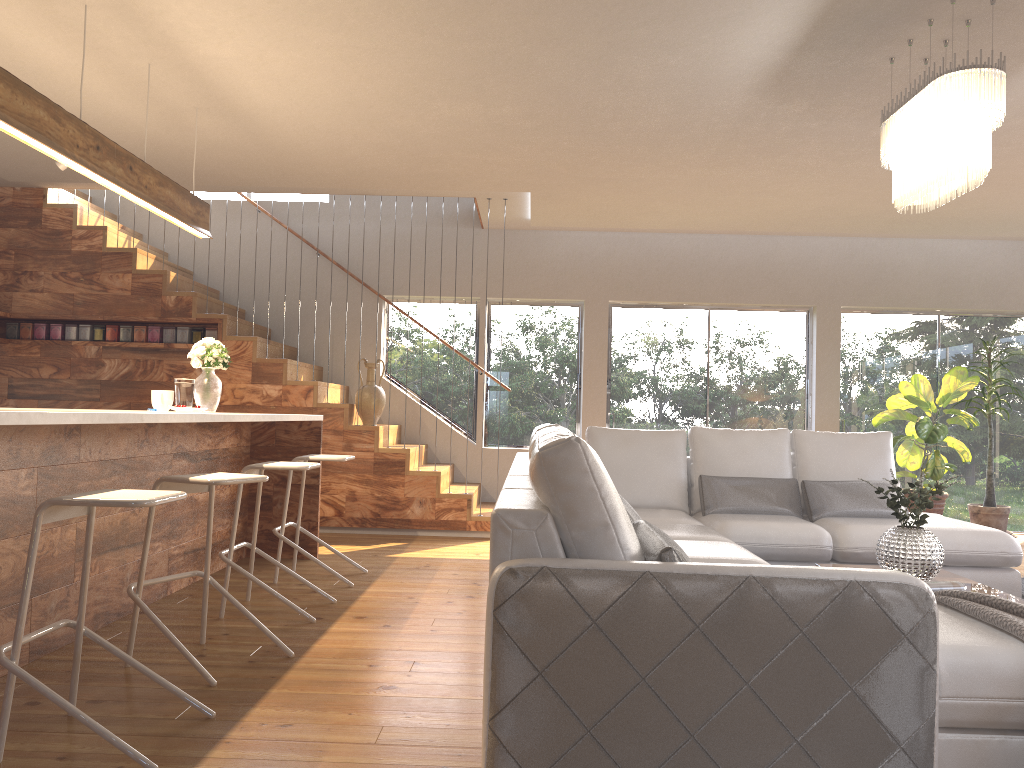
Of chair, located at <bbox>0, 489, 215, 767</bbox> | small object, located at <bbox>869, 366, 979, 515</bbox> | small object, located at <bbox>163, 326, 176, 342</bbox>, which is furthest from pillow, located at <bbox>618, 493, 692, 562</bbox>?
small object, located at <bbox>163, 326, 176, 342</bbox>

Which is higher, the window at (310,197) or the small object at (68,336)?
the window at (310,197)

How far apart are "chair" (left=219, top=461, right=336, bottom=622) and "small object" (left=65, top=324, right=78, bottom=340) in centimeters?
378cm

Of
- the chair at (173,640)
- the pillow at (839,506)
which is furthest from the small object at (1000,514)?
the chair at (173,640)

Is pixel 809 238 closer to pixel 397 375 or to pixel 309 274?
pixel 397 375

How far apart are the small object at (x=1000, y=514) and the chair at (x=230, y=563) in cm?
608

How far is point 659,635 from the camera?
2.07m

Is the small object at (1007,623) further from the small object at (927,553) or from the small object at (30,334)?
the small object at (30,334)

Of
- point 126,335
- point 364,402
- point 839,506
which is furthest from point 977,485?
point 126,335

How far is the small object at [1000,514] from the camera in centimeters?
764cm
